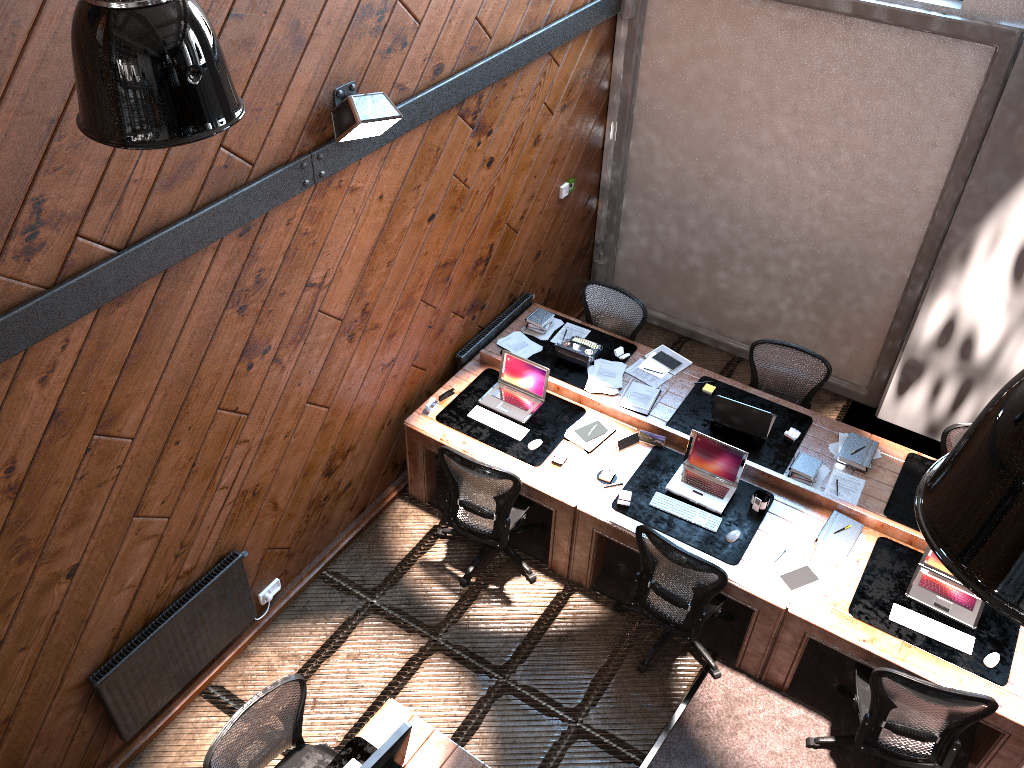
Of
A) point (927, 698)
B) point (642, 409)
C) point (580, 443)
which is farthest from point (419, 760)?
point (642, 409)

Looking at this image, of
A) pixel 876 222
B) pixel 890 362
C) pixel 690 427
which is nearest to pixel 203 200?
pixel 690 427

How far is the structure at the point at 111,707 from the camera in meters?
4.6

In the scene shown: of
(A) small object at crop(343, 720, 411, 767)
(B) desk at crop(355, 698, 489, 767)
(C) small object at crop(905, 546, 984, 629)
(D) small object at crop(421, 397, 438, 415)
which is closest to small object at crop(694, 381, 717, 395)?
(C) small object at crop(905, 546, 984, 629)

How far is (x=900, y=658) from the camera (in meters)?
4.79

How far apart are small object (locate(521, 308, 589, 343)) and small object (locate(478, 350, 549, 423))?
0.6m

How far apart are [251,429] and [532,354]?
2.4m

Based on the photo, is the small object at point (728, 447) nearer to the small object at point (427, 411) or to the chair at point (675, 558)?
the chair at point (675, 558)

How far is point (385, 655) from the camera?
5.56m

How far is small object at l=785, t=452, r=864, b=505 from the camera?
5.7m
